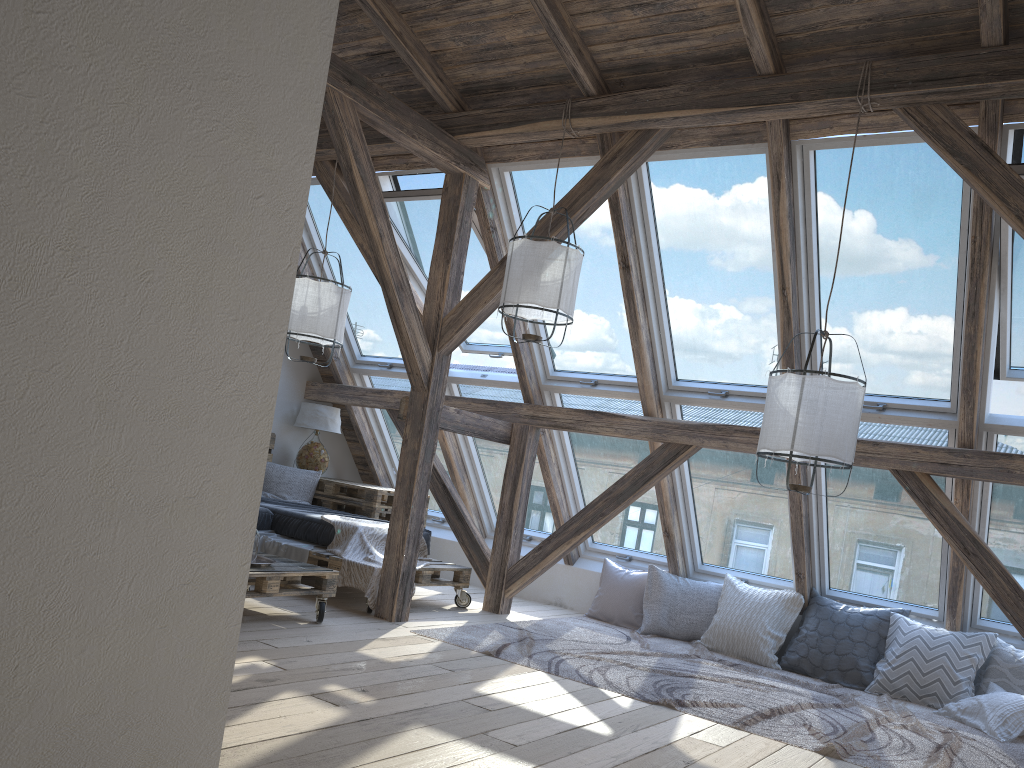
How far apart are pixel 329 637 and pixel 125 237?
3.4 meters

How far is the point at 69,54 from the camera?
1.2 meters

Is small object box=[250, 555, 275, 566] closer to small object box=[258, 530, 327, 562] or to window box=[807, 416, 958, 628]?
small object box=[258, 530, 327, 562]

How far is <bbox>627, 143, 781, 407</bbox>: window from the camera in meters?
4.9 m

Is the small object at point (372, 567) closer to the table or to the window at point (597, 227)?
the table

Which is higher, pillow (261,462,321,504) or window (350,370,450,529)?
window (350,370,450,529)

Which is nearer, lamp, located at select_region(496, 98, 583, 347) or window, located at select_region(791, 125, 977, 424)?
window, located at select_region(791, 125, 977, 424)

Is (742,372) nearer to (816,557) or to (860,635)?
(816,557)

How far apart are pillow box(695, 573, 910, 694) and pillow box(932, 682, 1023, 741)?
0.5m

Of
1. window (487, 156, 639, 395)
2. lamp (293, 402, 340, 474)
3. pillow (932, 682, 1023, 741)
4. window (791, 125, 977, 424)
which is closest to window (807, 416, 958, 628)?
window (791, 125, 977, 424)
